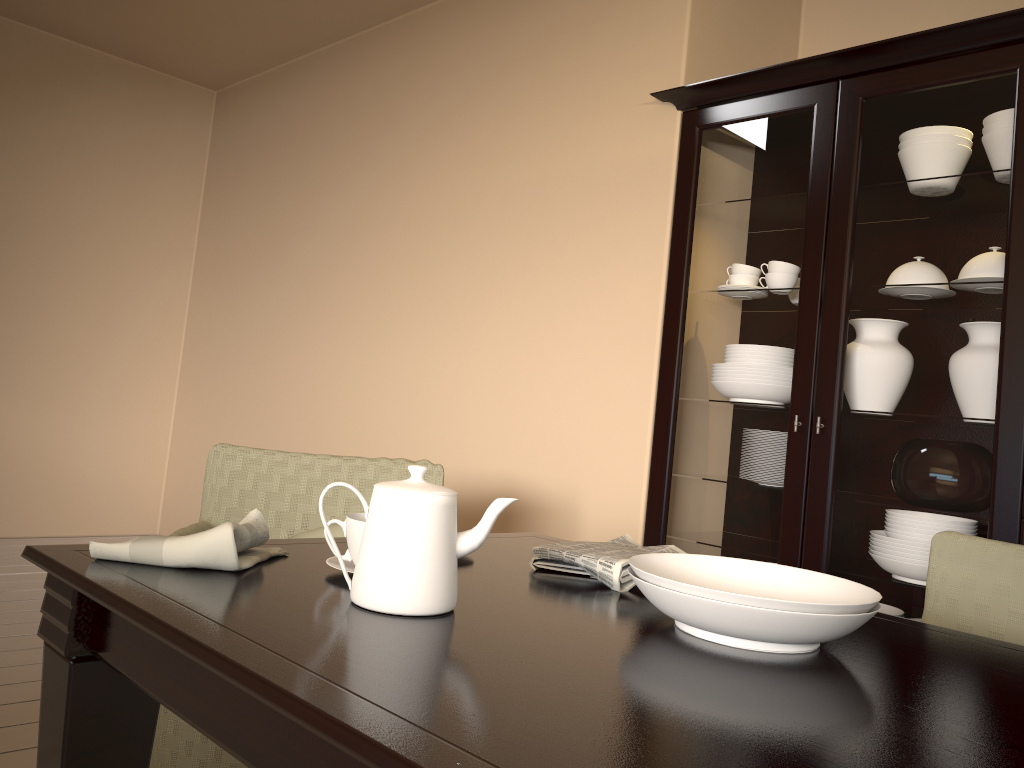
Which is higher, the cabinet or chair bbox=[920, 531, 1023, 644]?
the cabinet

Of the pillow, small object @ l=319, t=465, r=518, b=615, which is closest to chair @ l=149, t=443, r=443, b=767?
the pillow

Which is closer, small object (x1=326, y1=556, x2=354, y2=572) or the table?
the table

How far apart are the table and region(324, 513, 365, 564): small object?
0.02m

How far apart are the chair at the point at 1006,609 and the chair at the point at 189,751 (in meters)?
1.05

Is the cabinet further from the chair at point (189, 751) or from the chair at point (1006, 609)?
the chair at point (189, 751)

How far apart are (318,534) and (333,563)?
0.84m

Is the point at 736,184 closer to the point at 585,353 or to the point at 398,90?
the point at 585,353

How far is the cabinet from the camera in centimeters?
207cm

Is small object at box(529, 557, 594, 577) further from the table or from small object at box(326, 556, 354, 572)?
small object at box(326, 556, 354, 572)
